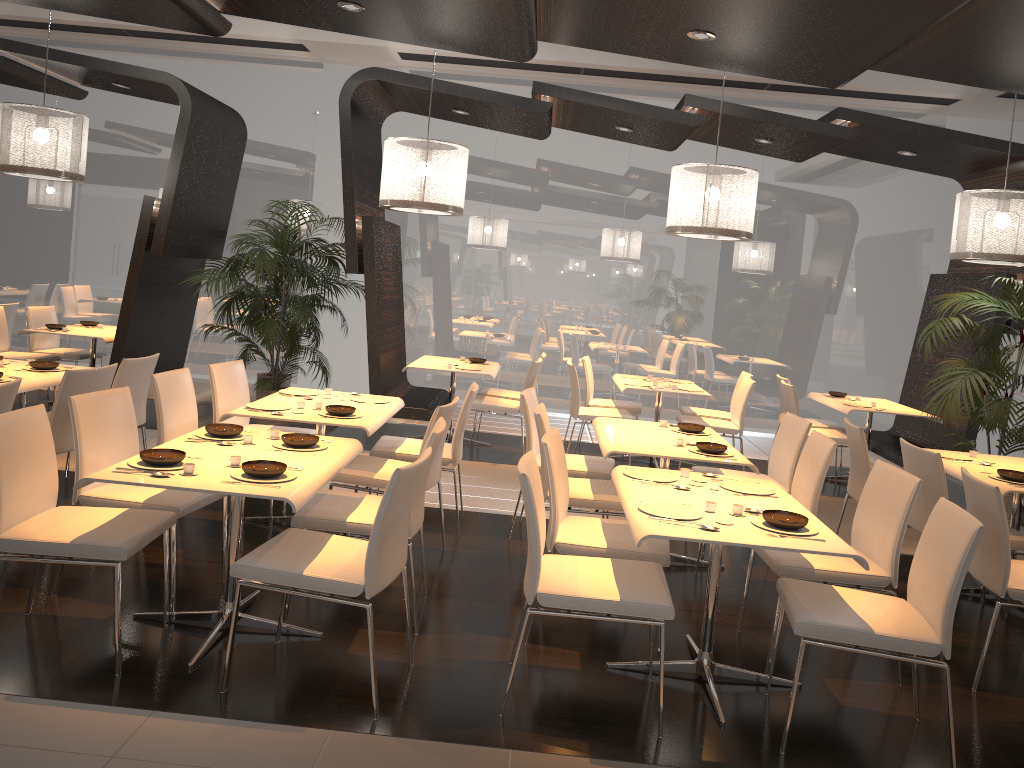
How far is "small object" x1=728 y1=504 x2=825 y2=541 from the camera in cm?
326

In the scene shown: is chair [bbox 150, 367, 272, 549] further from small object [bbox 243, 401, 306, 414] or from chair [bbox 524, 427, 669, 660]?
chair [bbox 524, 427, 669, 660]

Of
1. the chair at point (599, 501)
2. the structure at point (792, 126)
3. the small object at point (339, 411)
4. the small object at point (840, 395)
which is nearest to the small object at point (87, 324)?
the structure at point (792, 126)

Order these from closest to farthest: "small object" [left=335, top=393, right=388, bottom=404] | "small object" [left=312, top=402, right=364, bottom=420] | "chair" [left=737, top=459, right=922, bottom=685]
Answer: "chair" [left=737, top=459, right=922, bottom=685]
"small object" [left=312, top=402, right=364, bottom=420]
"small object" [left=335, top=393, right=388, bottom=404]

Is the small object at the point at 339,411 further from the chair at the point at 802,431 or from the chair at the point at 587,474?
the chair at the point at 802,431

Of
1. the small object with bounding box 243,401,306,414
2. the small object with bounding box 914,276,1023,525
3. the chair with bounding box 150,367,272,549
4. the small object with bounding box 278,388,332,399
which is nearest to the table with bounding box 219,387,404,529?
the small object with bounding box 243,401,306,414

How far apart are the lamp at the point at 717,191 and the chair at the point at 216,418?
3.11m

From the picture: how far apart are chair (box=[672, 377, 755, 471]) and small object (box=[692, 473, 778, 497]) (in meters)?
3.59

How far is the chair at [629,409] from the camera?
8.2m

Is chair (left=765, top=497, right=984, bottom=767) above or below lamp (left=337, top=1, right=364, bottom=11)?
below
